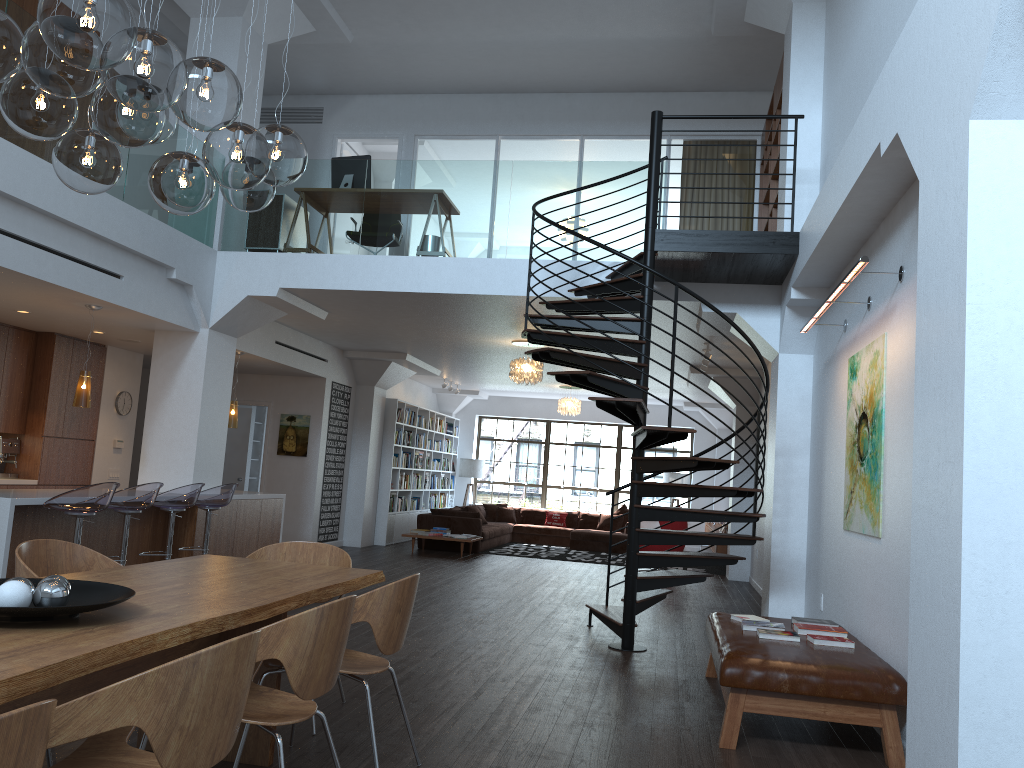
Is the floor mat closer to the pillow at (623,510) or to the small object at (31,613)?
the pillow at (623,510)

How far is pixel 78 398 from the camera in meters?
7.7 m

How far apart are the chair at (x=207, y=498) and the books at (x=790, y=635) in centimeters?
523cm

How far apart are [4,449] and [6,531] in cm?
384

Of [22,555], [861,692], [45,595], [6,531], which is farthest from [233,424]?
[45,595]

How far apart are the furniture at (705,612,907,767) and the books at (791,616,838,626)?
0.08m

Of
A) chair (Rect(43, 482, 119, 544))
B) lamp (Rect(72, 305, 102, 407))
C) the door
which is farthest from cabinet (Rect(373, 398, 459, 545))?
chair (Rect(43, 482, 119, 544))

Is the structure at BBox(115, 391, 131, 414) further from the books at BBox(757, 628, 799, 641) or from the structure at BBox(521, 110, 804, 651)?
the books at BBox(757, 628, 799, 641)

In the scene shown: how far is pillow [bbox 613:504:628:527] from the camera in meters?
17.6

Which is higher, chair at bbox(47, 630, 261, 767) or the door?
the door
